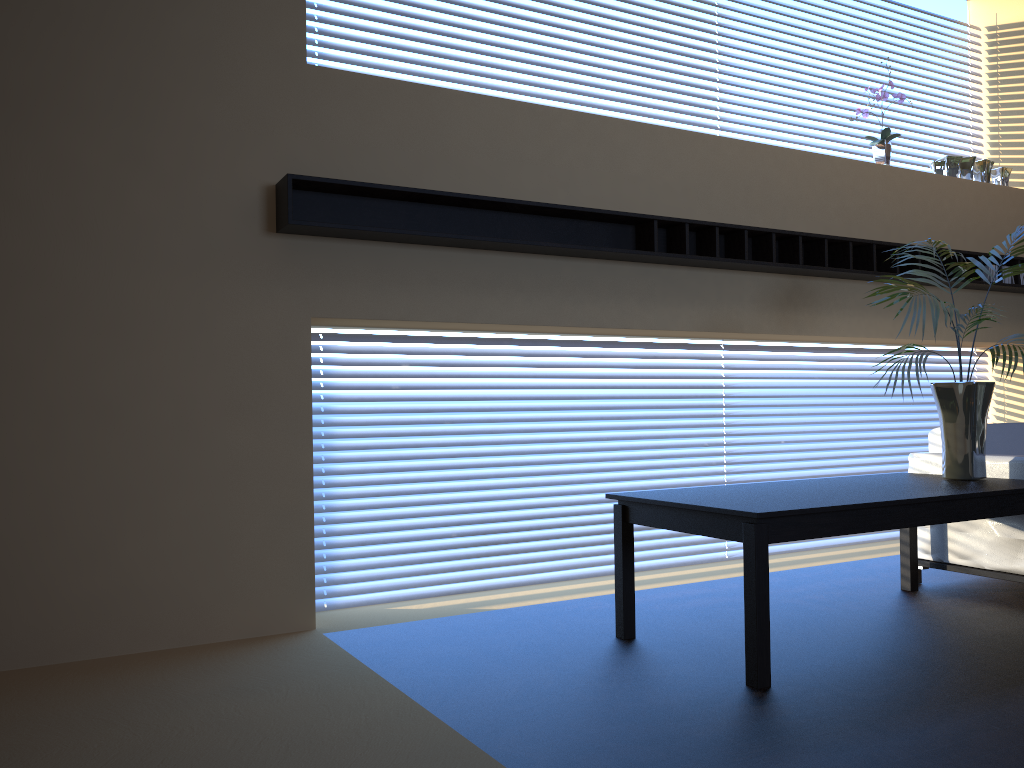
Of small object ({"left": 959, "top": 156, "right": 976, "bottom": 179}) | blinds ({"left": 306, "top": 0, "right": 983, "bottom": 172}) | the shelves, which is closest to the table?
the shelves

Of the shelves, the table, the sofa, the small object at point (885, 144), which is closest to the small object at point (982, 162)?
the shelves

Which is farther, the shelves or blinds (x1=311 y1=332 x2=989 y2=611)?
blinds (x1=311 y1=332 x2=989 y2=611)

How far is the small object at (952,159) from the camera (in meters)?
6.23

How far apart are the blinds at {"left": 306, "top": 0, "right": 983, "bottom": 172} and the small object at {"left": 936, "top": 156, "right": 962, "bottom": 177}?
1.6 meters

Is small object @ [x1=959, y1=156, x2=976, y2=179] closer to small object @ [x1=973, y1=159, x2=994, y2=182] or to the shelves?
small object @ [x1=973, y1=159, x2=994, y2=182]

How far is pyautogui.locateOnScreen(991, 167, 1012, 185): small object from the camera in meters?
6.5

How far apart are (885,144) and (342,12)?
3.63m

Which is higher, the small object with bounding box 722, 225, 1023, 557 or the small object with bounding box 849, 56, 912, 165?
the small object with bounding box 849, 56, 912, 165

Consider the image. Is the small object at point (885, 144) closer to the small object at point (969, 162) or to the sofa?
the small object at point (969, 162)
